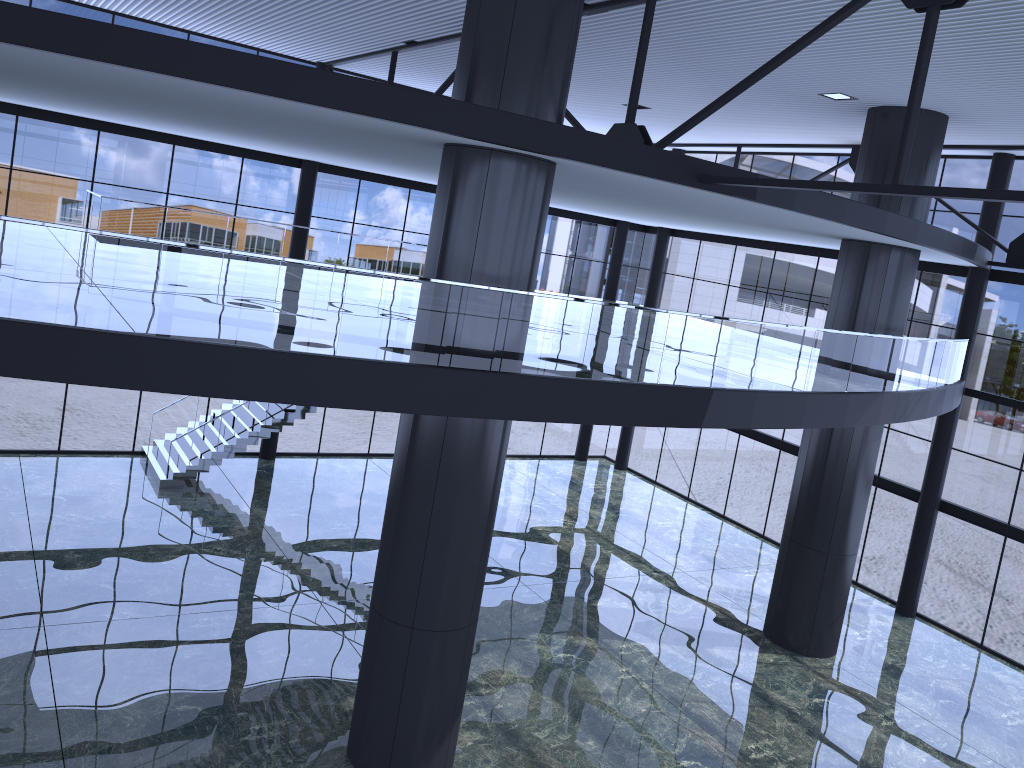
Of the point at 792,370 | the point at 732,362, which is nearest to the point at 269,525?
the point at 732,362

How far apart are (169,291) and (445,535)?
12.58m

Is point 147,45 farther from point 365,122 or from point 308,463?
point 308,463
